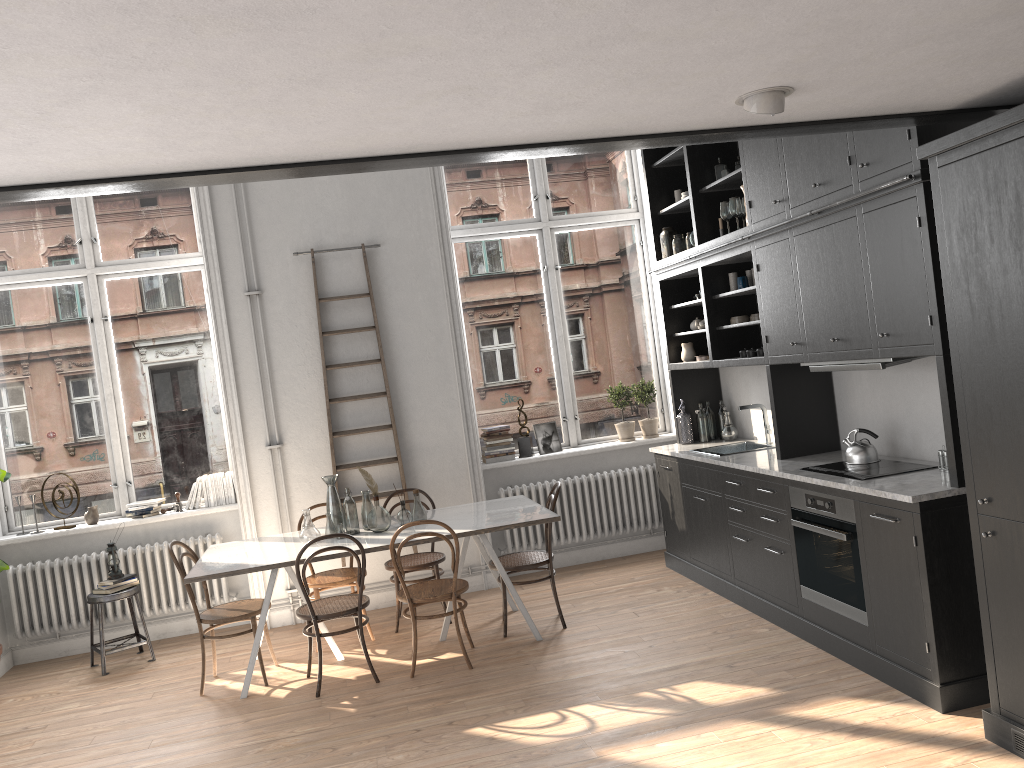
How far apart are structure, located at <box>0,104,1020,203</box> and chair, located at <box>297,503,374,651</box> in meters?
3.6

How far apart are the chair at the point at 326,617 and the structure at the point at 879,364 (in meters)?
2.82

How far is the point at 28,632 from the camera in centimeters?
643cm

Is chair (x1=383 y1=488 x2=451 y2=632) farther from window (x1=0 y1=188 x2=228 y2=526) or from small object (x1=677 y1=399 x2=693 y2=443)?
small object (x1=677 y1=399 x2=693 y2=443)

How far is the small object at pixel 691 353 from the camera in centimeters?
676cm

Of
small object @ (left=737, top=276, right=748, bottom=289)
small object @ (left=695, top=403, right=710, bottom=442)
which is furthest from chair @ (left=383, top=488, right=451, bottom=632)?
small object @ (left=737, top=276, right=748, bottom=289)

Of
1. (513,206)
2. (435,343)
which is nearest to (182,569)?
(435,343)

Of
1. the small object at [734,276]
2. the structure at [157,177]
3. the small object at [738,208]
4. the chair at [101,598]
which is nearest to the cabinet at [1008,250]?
the structure at [157,177]

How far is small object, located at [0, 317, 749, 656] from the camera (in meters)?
5.90

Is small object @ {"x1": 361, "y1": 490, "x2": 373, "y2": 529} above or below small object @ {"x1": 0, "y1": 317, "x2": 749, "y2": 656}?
below
